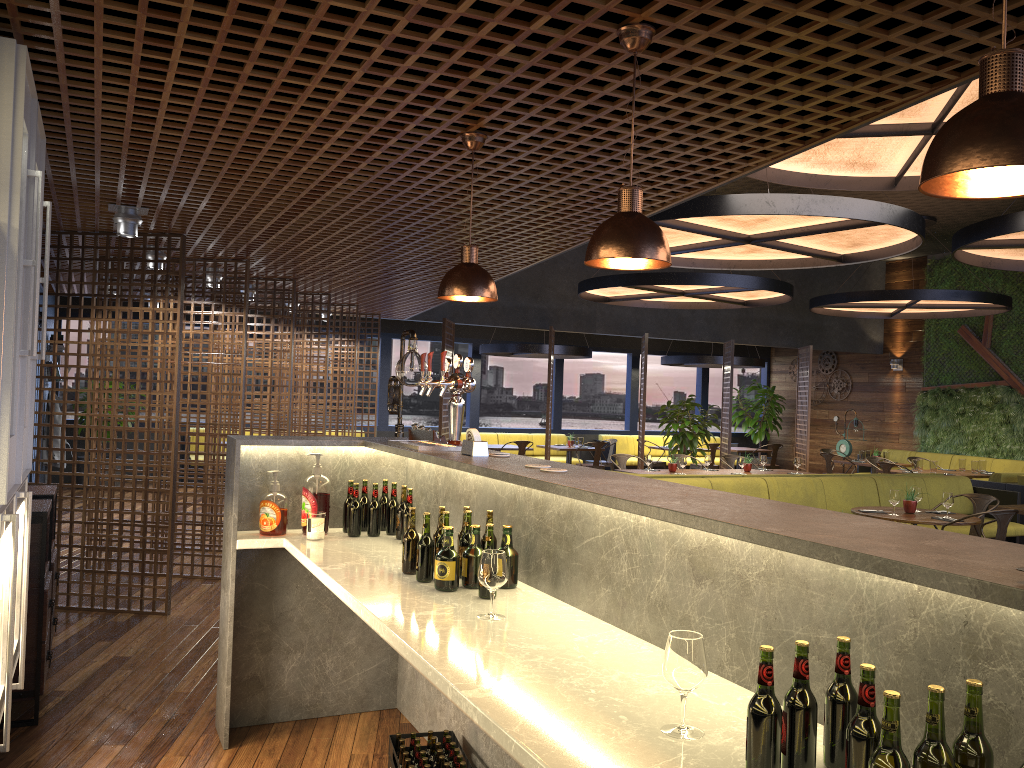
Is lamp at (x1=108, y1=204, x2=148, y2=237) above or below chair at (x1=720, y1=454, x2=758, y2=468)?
above

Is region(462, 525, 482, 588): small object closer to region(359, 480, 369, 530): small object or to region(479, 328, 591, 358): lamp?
region(359, 480, 369, 530): small object

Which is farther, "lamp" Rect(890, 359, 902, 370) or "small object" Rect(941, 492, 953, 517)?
"lamp" Rect(890, 359, 902, 370)

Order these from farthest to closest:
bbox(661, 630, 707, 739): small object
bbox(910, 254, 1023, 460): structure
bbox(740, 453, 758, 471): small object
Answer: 1. bbox(910, 254, 1023, 460): structure
2. bbox(740, 453, 758, 471): small object
3. bbox(661, 630, 707, 739): small object

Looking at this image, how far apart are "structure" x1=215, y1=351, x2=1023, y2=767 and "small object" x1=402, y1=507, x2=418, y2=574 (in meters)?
0.05

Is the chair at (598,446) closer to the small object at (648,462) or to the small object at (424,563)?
the small object at (648,462)

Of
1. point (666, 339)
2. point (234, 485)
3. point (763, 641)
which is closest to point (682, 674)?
point (763, 641)

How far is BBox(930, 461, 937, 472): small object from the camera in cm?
1237

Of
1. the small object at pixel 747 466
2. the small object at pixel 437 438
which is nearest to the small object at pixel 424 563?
the small object at pixel 437 438

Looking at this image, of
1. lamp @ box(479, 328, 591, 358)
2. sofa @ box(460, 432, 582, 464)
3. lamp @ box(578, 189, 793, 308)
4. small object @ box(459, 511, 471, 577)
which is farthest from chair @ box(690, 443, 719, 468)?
small object @ box(459, 511, 471, 577)
